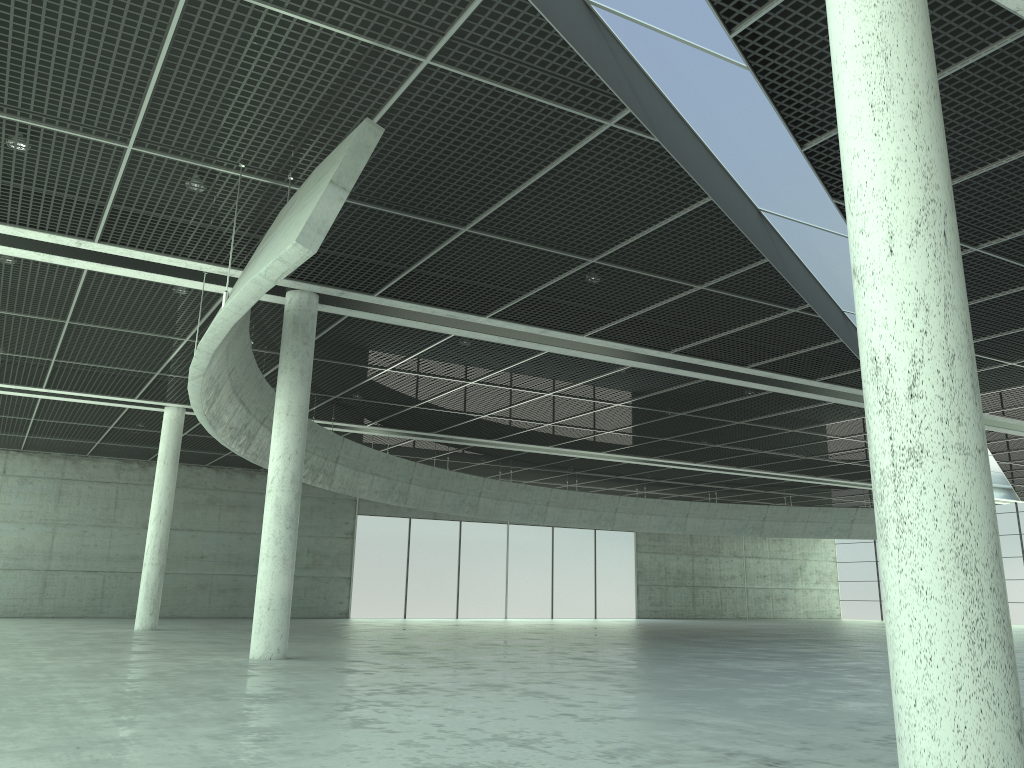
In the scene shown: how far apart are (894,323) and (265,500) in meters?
25.2

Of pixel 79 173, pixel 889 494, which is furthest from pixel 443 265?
pixel 889 494
